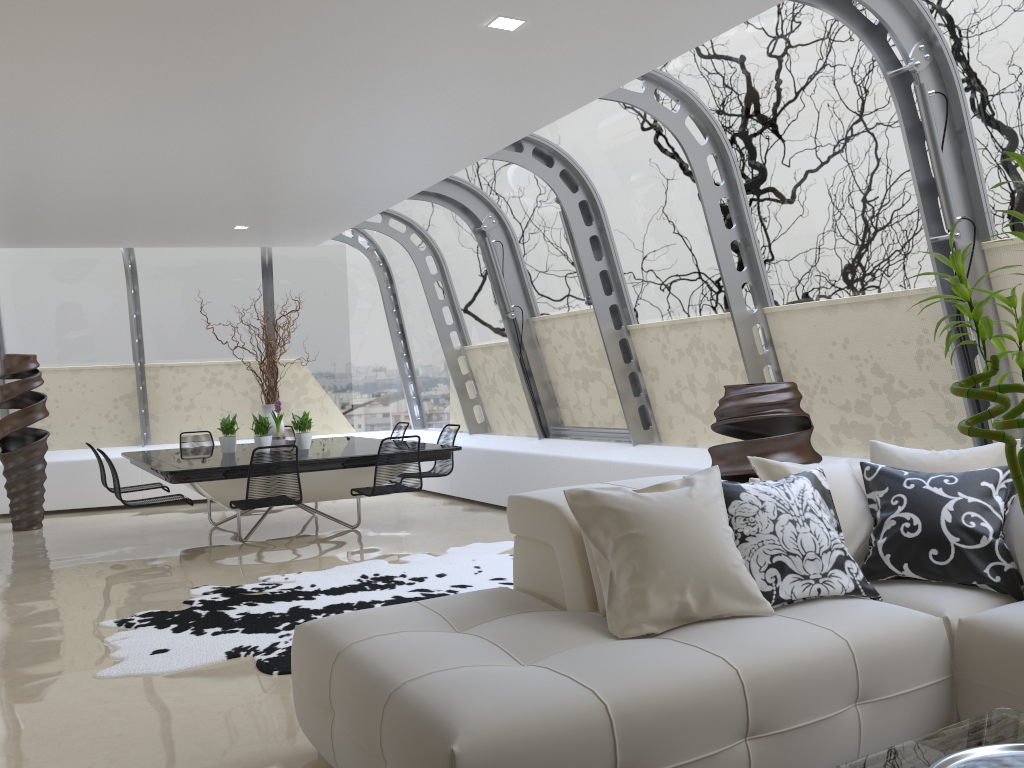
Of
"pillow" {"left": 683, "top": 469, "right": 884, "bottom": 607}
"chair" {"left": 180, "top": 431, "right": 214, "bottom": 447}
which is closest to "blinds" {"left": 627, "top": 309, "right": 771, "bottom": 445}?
"pillow" {"left": 683, "top": 469, "right": 884, "bottom": 607}

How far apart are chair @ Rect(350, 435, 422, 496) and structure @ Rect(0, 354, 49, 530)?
4.05m

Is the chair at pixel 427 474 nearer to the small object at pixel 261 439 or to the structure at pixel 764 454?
the small object at pixel 261 439

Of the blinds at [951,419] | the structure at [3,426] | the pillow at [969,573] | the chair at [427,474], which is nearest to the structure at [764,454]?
the blinds at [951,419]

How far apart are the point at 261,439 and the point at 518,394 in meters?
2.7 m

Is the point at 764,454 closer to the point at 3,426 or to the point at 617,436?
the point at 617,436

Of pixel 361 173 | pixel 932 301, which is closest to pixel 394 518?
pixel 361 173

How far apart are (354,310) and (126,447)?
3.2m

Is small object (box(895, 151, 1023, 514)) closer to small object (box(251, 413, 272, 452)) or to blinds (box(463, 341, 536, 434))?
small object (box(251, 413, 272, 452))

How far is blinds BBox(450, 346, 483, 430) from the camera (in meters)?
10.28
